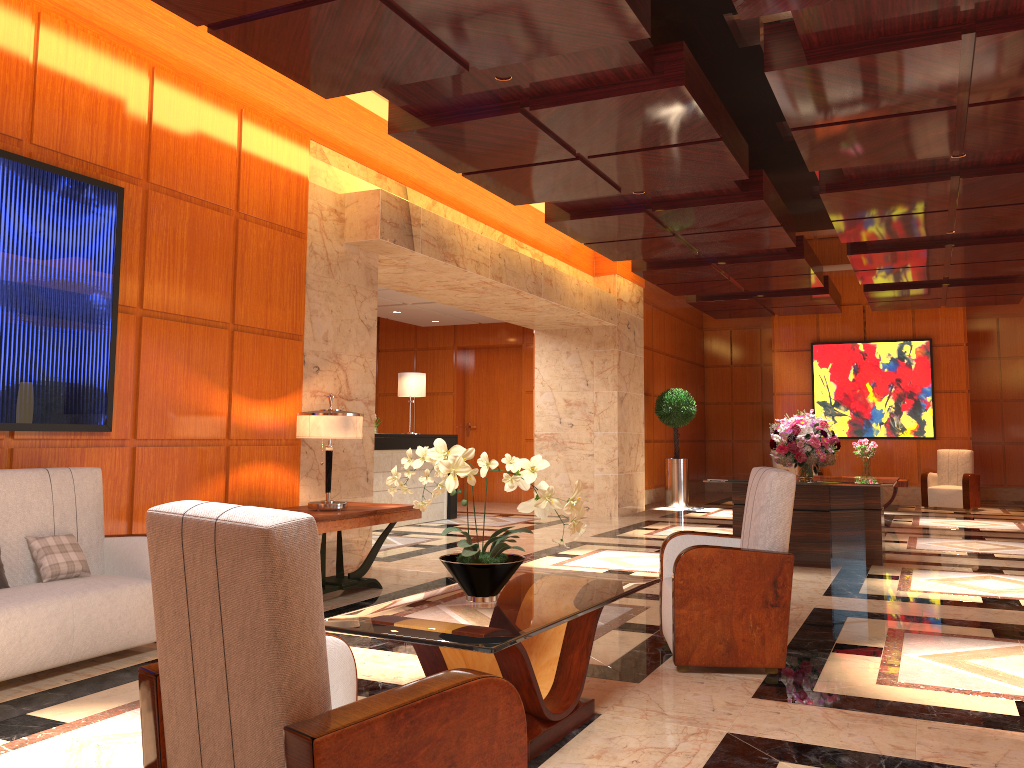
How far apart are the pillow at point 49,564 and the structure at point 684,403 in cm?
1105

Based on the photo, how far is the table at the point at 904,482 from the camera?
12.6 meters

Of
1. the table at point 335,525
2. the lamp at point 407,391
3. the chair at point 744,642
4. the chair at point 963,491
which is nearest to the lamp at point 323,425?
the table at point 335,525

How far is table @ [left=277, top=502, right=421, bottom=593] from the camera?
5.7 meters

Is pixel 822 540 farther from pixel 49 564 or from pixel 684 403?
pixel 684 403

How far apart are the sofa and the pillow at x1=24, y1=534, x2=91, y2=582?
0.0m

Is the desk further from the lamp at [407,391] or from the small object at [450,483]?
the small object at [450,483]

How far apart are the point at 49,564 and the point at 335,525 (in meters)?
1.81

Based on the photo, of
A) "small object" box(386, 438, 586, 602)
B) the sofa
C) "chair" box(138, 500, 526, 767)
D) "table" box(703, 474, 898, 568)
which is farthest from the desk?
"chair" box(138, 500, 526, 767)

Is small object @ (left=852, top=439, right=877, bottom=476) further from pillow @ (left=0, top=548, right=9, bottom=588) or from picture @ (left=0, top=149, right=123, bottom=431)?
pillow @ (left=0, top=548, right=9, bottom=588)
